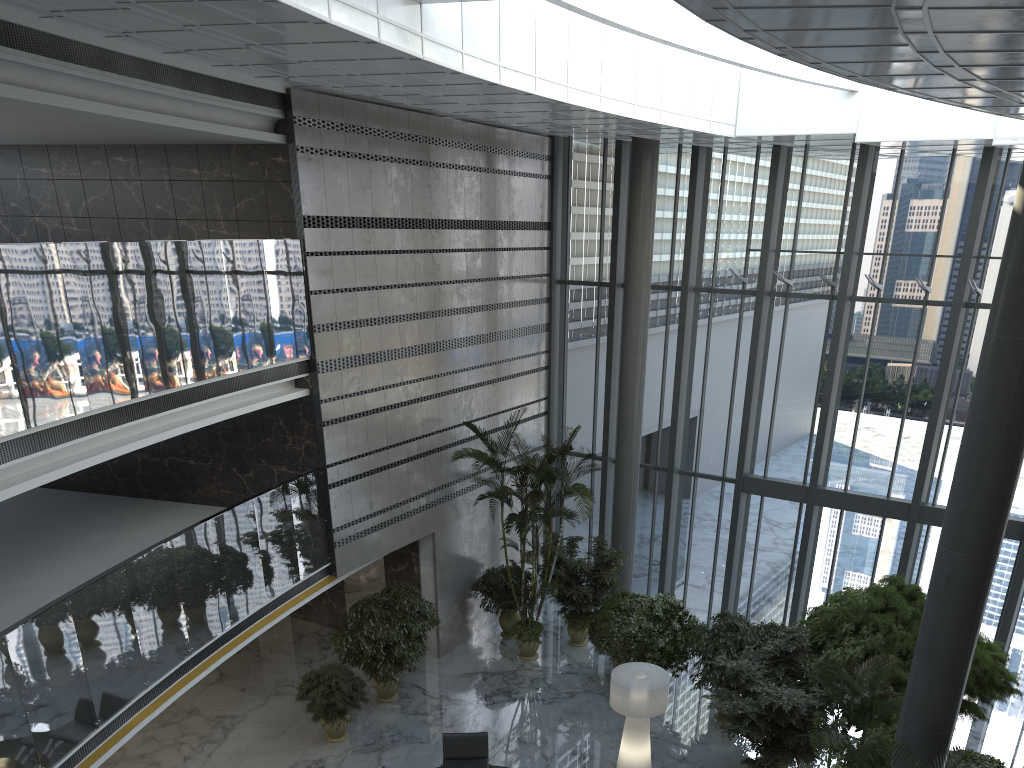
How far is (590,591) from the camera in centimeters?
1491cm

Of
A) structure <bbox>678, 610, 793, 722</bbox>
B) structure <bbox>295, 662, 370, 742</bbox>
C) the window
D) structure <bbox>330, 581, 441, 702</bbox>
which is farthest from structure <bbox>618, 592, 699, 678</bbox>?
structure <bbox>295, 662, 370, 742</bbox>

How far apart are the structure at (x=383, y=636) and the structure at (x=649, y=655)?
3.1m

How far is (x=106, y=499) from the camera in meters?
13.2

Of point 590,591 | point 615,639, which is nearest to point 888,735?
point 615,639

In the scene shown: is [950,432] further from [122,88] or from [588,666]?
[122,88]

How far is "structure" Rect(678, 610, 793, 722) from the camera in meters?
12.4

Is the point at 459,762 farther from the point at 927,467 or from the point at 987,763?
the point at 927,467

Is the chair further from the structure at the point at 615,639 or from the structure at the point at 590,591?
the structure at the point at 590,591

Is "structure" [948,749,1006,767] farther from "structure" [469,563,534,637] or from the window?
"structure" [469,563,534,637]
